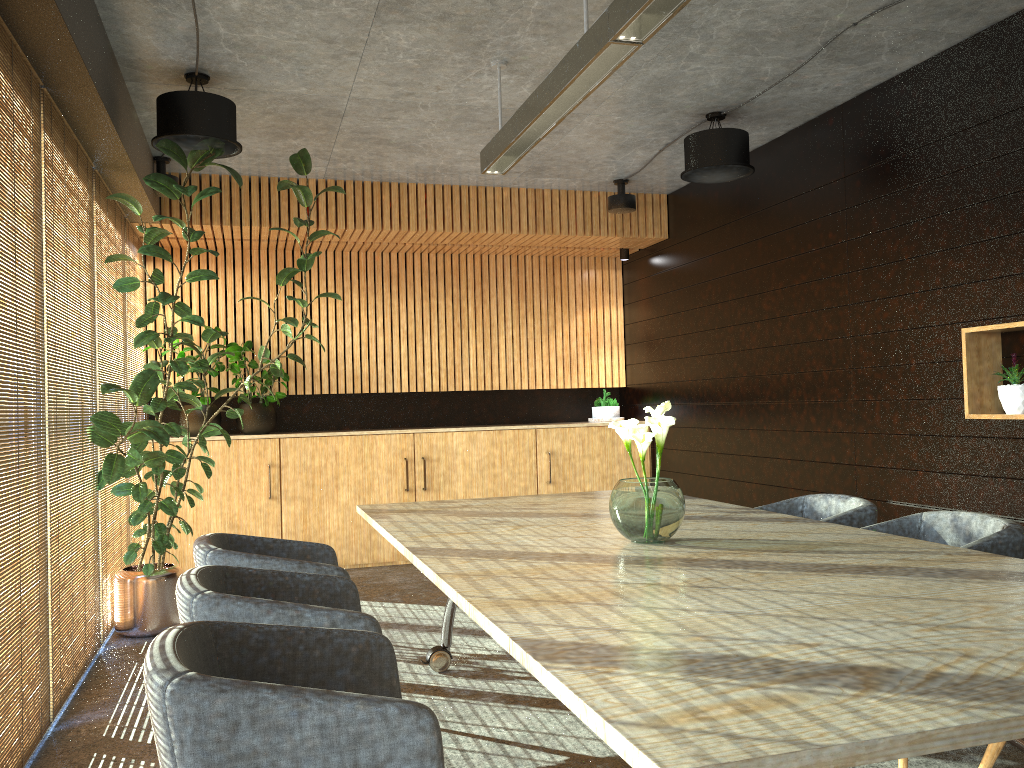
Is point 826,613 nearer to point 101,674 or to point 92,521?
point 101,674

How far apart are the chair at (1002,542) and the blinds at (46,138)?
3.8 meters

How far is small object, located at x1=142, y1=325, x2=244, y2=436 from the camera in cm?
800

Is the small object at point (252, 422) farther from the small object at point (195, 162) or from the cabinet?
the small object at point (195, 162)

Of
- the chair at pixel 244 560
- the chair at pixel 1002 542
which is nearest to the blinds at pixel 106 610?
the chair at pixel 244 560

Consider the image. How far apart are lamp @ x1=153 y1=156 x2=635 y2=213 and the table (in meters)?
3.57

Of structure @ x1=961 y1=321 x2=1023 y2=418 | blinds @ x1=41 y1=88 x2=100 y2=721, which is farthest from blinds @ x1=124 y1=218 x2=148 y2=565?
structure @ x1=961 y1=321 x2=1023 y2=418

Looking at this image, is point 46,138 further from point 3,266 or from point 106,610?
point 106,610

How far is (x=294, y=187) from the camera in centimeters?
611cm

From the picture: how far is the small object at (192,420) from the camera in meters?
→ 8.0 m
